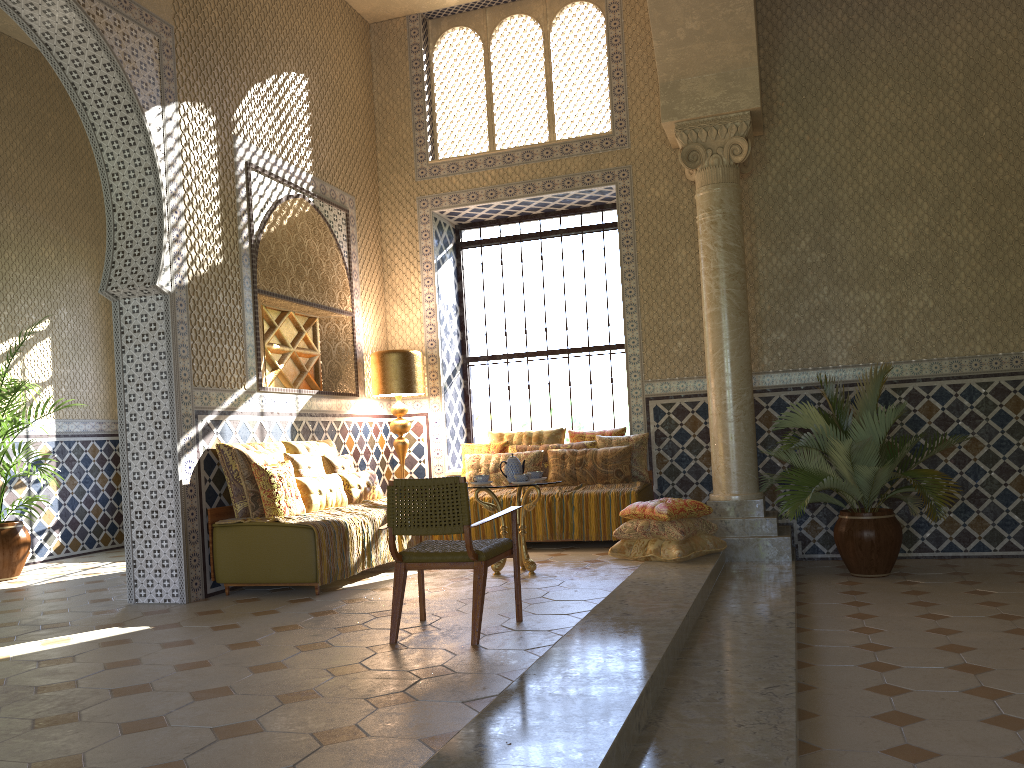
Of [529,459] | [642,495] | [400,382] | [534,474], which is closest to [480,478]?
[534,474]

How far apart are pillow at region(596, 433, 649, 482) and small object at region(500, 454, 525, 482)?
2.7m

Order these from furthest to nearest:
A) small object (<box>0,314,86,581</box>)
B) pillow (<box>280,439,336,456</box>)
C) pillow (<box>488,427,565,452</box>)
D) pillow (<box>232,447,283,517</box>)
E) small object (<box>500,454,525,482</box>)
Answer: pillow (<box>488,427,565,452</box>), small object (<box>0,314,86,581</box>), pillow (<box>280,439,336,456</box>), small object (<box>500,454,525,482</box>), pillow (<box>232,447,283,517</box>)

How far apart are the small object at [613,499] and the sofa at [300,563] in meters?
3.2

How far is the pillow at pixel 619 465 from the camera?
11.7m

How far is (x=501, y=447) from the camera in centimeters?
1257cm

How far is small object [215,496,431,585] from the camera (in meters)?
8.83

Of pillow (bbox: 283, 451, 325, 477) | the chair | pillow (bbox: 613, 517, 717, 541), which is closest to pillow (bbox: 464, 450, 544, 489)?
pillow (bbox: 613, 517, 717, 541)

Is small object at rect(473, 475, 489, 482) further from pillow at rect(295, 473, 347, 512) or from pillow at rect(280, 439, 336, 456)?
pillow at rect(280, 439, 336, 456)

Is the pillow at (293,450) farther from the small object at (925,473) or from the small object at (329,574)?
the small object at (925,473)
